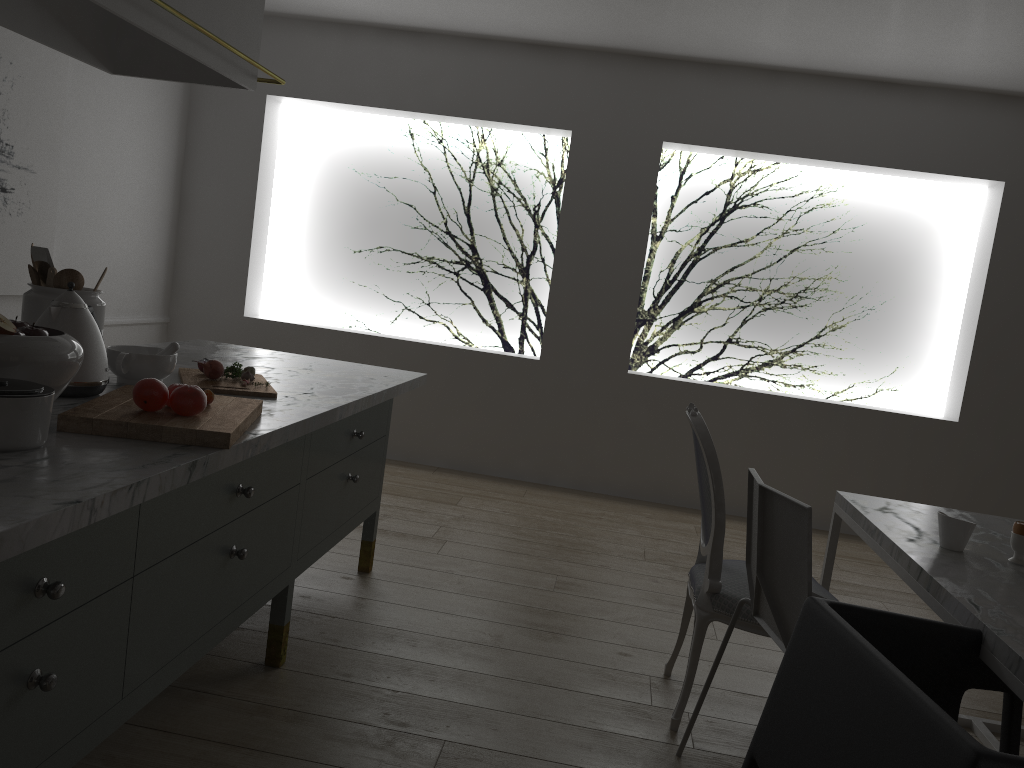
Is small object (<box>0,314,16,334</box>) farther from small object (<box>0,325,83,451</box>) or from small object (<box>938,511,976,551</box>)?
small object (<box>938,511,976,551</box>)

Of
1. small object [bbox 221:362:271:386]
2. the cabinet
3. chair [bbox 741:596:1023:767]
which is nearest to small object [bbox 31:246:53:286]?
the cabinet

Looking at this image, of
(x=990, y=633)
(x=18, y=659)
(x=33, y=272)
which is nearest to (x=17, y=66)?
(x=33, y=272)

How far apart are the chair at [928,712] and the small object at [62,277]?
1.7m

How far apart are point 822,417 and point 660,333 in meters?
1.0 m

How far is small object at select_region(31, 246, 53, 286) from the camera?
2.0 meters

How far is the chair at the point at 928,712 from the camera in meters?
1.2

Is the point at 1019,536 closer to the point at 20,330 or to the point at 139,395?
the point at 139,395

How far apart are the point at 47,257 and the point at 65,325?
0.3m

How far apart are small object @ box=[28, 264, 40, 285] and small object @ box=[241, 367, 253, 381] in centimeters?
53cm
